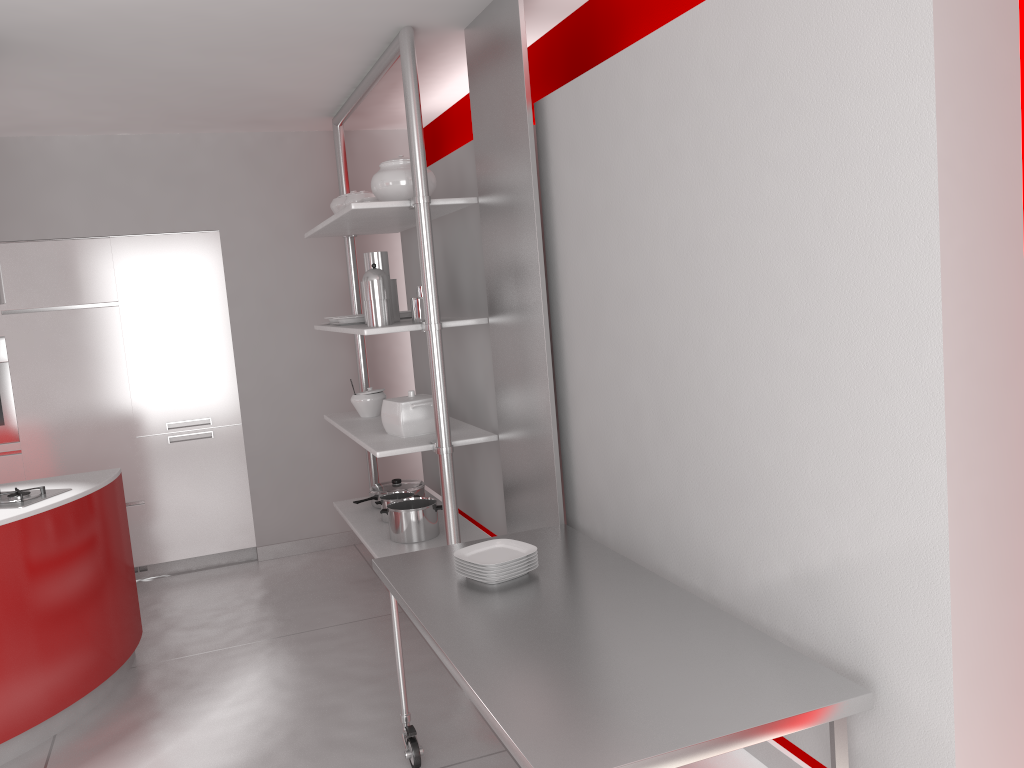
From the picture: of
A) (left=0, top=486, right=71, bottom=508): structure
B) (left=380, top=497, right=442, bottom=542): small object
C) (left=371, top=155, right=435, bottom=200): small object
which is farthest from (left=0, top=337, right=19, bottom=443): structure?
(left=371, top=155, right=435, bottom=200): small object

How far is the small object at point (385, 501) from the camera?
4.5 meters

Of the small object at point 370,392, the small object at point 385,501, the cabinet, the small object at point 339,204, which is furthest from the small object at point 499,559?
the cabinet

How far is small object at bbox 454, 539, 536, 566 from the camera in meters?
2.7

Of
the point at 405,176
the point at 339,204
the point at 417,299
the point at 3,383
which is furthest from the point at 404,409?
the point at 3,383

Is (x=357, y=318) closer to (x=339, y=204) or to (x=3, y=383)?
(x=339, y=204)

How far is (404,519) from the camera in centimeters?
411cm

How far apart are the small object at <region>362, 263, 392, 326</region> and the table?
1.20m

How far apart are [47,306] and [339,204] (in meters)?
1.82

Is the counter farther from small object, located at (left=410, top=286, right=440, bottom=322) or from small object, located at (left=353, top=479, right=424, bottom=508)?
small object, located at (left=410, top=286, right=440, bottom=322)
